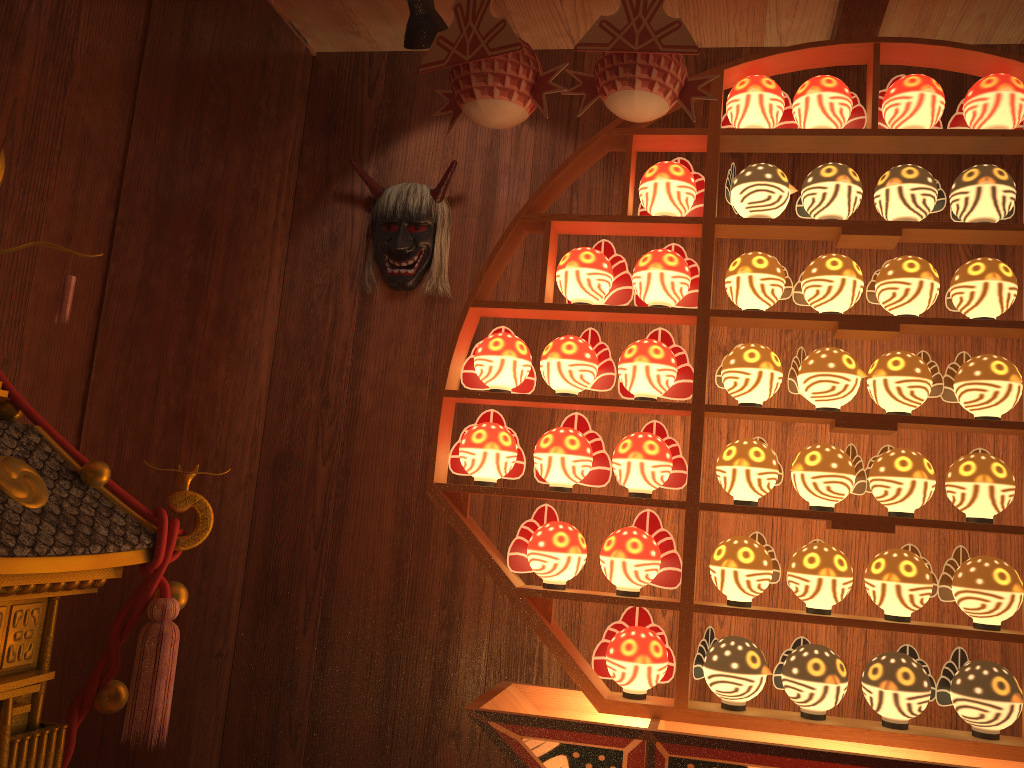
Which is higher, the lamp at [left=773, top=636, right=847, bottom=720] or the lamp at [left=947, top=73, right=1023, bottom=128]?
the lamp at [left=947, top=73, right=1023, bottom=128]

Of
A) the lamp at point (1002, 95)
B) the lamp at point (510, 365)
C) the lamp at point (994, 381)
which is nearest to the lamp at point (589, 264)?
the lamp at point (510, 365)

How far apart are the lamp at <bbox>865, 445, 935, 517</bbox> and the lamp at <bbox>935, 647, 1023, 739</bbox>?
0.31m

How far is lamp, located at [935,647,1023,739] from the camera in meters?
1.7

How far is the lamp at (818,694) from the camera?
1.81m

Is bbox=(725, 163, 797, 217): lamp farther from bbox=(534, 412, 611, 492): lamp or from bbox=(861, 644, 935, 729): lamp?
bbox=(861, 644, 935, 729): lamp

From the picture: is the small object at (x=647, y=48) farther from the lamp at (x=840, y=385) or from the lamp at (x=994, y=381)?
the lamp at (x=994, y=381)

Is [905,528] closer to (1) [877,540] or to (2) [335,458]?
(1) [877,540]

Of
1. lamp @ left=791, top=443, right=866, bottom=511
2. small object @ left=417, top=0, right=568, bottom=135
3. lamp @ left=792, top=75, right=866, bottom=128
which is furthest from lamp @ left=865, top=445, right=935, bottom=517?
small object @ left=417, top=0, right=568, bottom=135

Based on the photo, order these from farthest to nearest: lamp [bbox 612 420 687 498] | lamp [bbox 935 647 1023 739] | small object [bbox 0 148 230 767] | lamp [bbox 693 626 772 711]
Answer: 1. lamp [bbox 612 420 687 498]
2. lamp [bbox 693 626 772 711]
3. lamp [bbox 935 647 1023 739]
4. small object [bbox 0 148 230 767]
